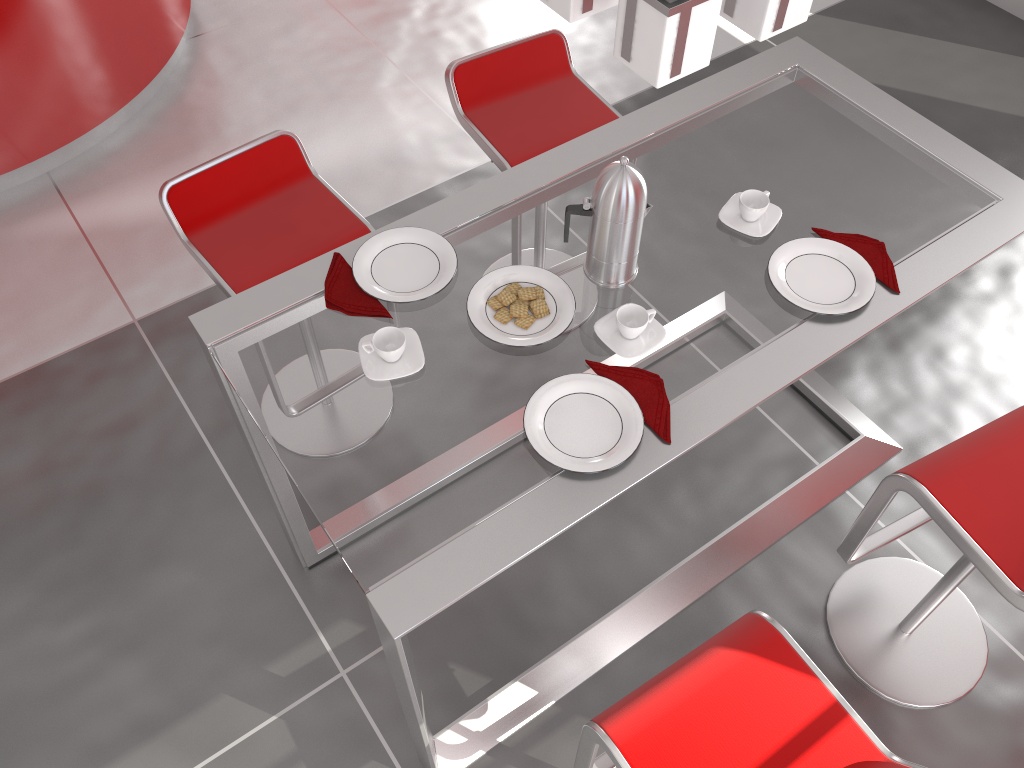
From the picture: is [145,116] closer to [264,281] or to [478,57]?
[478,57]

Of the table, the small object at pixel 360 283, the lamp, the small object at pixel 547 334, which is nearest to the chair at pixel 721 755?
the table

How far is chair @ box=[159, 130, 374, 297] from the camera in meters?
2.2 m

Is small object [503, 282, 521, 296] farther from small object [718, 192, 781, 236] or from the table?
small object [718, 192, 781, 236]

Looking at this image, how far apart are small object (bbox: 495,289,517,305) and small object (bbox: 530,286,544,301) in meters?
0.1

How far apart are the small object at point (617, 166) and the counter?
2.46m

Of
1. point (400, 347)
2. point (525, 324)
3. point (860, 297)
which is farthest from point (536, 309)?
point (860, 297)

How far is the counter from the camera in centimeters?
317cm

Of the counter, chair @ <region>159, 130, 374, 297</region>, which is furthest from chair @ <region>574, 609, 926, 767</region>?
the counter

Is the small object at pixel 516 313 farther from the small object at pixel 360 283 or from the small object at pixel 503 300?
the small object at pixel 360 283
